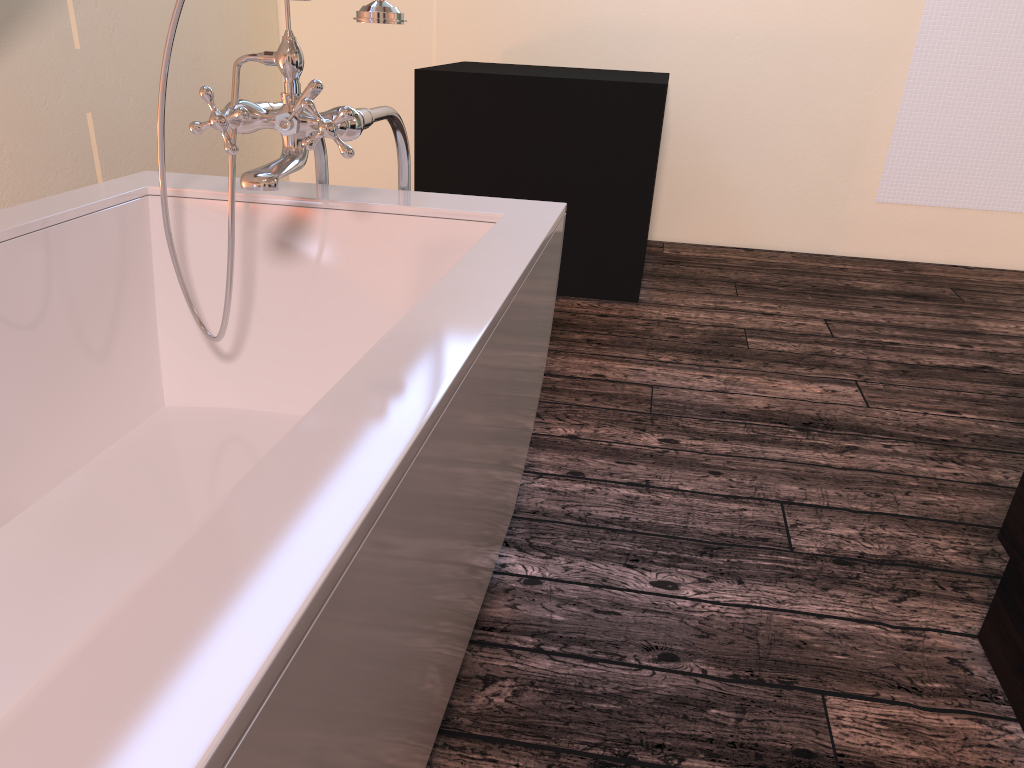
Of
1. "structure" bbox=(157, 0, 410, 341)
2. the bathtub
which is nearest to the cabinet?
the bathtub

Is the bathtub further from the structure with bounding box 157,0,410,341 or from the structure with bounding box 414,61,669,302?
the structure with bounding box 414,61,669,302

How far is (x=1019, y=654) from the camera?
1.4 meters

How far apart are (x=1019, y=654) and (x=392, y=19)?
1.3m

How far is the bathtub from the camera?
0.44m

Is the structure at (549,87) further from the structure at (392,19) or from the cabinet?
the cabinet

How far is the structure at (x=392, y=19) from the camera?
1.22m

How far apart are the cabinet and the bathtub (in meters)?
0.79

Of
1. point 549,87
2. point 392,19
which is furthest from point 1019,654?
point 549,87

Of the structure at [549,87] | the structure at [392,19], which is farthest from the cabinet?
the structure at [549,87]
